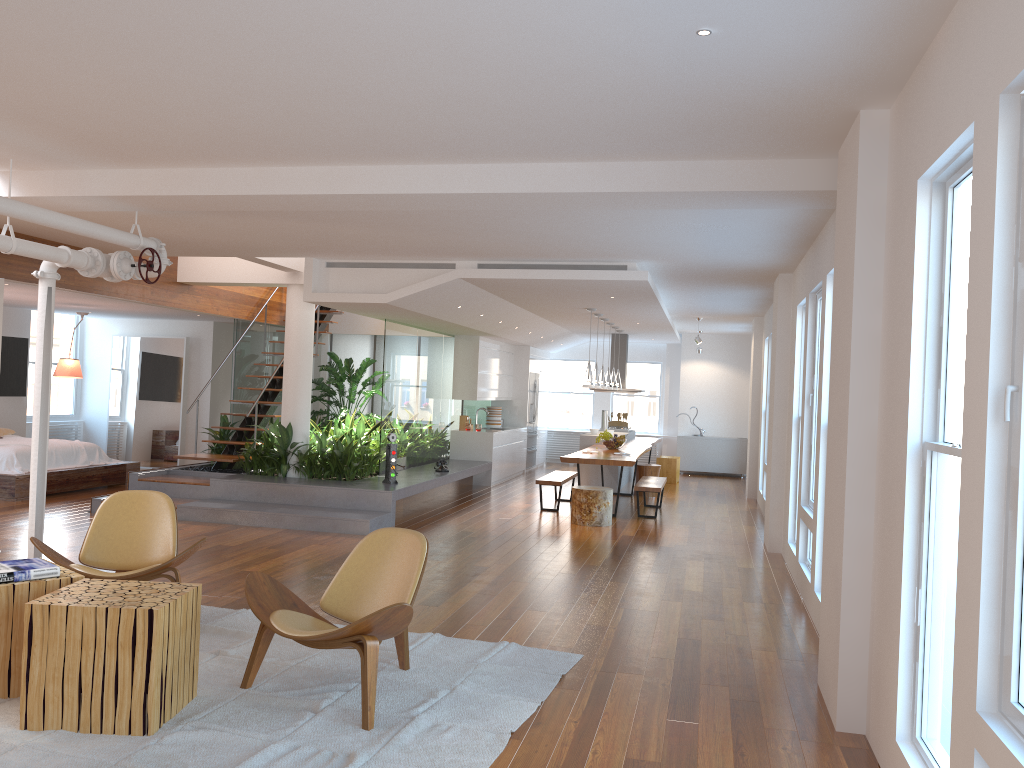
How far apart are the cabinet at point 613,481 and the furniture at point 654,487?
1.8 meters

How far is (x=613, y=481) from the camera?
13.22m

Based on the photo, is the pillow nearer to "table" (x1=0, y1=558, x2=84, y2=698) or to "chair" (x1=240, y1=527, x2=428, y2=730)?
"table" (x1=0, y1=558, x2=84, y2=698)

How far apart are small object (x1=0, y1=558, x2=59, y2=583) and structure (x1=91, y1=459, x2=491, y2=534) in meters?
4.5

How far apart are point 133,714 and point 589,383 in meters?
7.9

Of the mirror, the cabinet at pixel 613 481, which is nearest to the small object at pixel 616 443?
the cabinet at pixel 613 481

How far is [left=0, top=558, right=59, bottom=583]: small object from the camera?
3.9 meters

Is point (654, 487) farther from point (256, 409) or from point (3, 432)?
point (3, 432)

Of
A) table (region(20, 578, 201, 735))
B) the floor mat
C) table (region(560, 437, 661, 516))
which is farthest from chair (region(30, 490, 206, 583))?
table (region(560, 437, 661, 516))

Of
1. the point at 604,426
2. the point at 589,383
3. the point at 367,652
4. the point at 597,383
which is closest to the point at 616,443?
the point at 597,383
